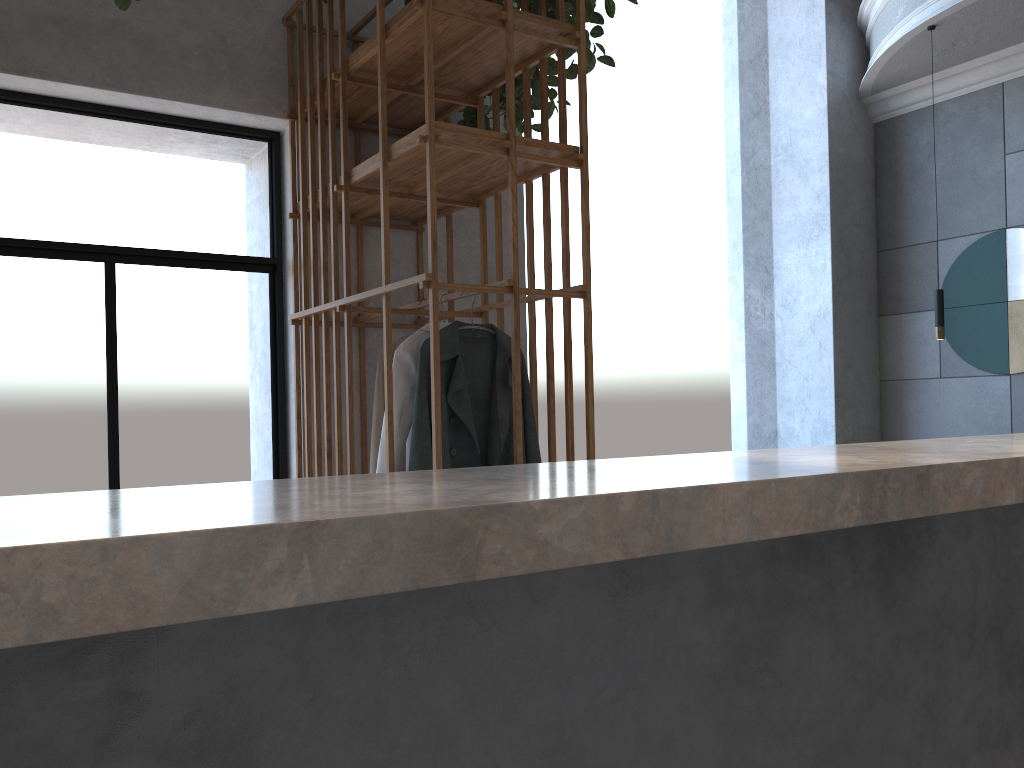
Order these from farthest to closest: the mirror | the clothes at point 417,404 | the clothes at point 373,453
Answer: the mirror < the clothes at point 373,453 < the clothes at point 417,404

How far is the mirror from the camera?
5.5m

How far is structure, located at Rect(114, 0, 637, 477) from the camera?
3.00m

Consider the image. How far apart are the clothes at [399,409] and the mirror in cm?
404

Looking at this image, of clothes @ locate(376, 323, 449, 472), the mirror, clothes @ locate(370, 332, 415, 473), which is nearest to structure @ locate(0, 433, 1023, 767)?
clothes @ locate(376, 323, 449, 472)

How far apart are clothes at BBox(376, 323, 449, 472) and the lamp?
3.2m

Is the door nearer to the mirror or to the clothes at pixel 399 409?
the clothes at pixel 399 409

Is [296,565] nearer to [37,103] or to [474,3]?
[474,3]

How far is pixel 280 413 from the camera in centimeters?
411cm

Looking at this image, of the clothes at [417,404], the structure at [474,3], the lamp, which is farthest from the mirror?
the clothes at [417,404]
